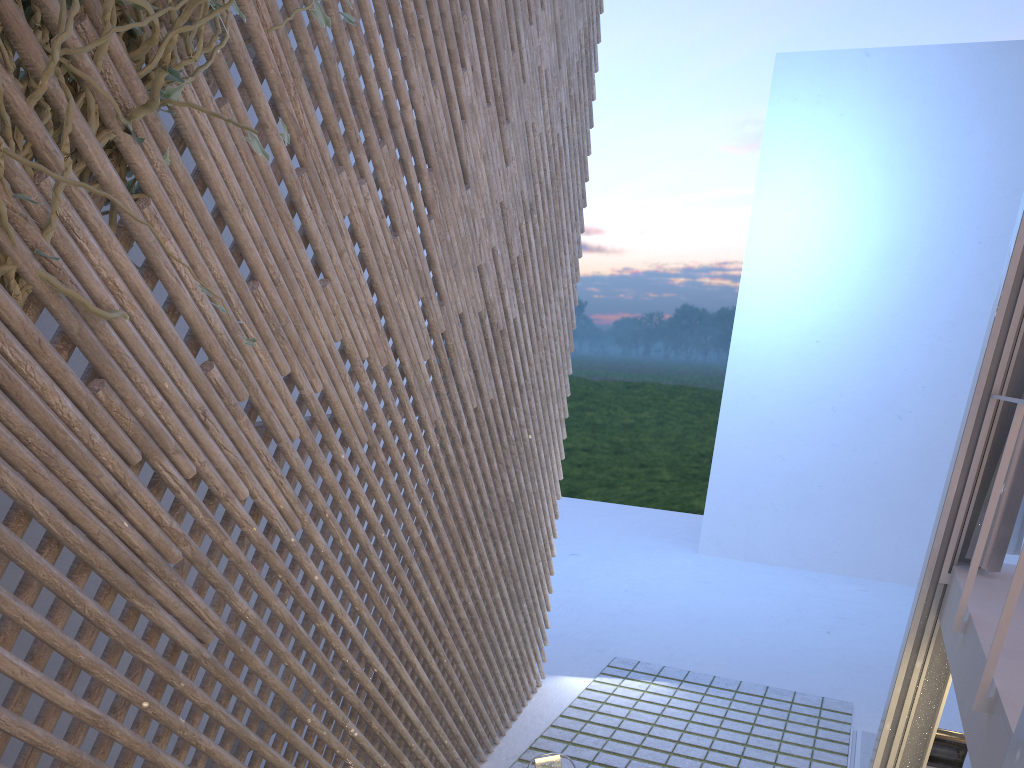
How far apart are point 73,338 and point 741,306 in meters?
8.1 m

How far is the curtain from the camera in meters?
2.4 m

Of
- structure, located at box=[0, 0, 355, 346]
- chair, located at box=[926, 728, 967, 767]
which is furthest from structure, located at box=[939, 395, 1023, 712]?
chair, located at box=[926, 728, 967, 767]

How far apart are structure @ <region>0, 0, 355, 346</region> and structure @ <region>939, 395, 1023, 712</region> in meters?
1.4 m

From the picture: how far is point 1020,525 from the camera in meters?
2.4

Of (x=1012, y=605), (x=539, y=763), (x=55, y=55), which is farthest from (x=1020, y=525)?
(x=55, y=55)

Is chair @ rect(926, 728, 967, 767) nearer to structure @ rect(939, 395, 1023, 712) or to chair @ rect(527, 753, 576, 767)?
structure @ rect(939, 395, 1023, 712)

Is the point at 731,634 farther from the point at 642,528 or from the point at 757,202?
the point at 757,202

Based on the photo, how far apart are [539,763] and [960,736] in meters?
1.9 m

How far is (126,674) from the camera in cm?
158
